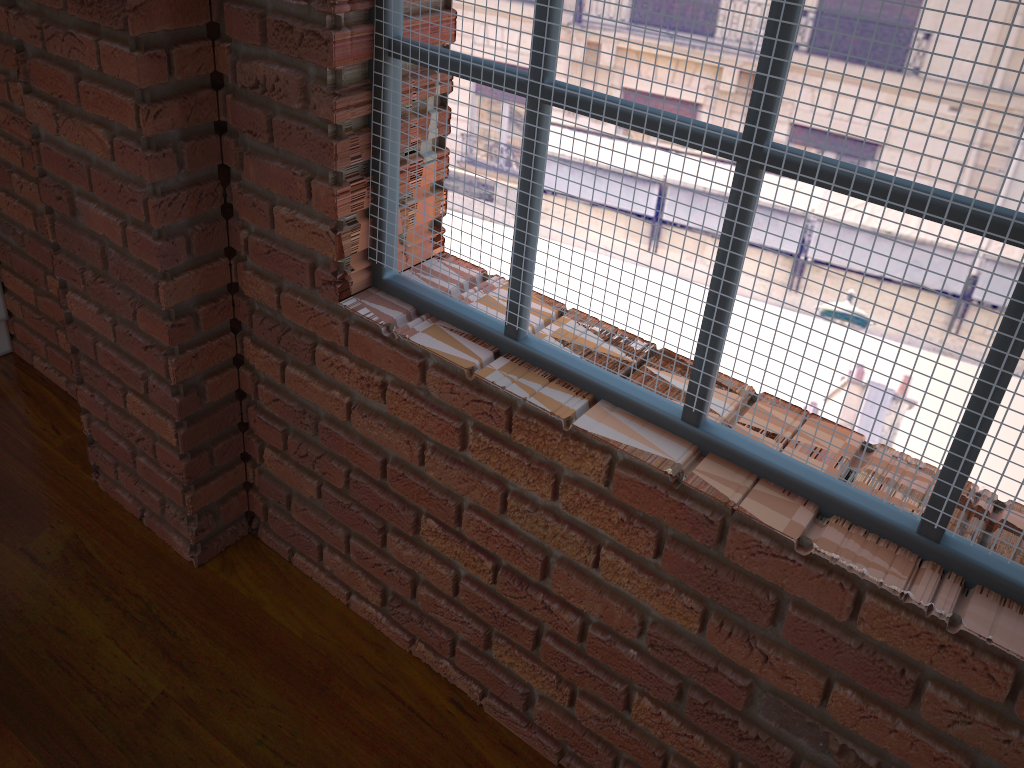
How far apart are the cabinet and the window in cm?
141

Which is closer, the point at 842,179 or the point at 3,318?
the point at 842,179

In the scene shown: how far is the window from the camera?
0.93m

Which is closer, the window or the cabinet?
the window

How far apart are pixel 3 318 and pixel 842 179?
2.21m

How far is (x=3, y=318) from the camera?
2.3m

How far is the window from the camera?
0.9m

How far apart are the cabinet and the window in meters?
1.4
